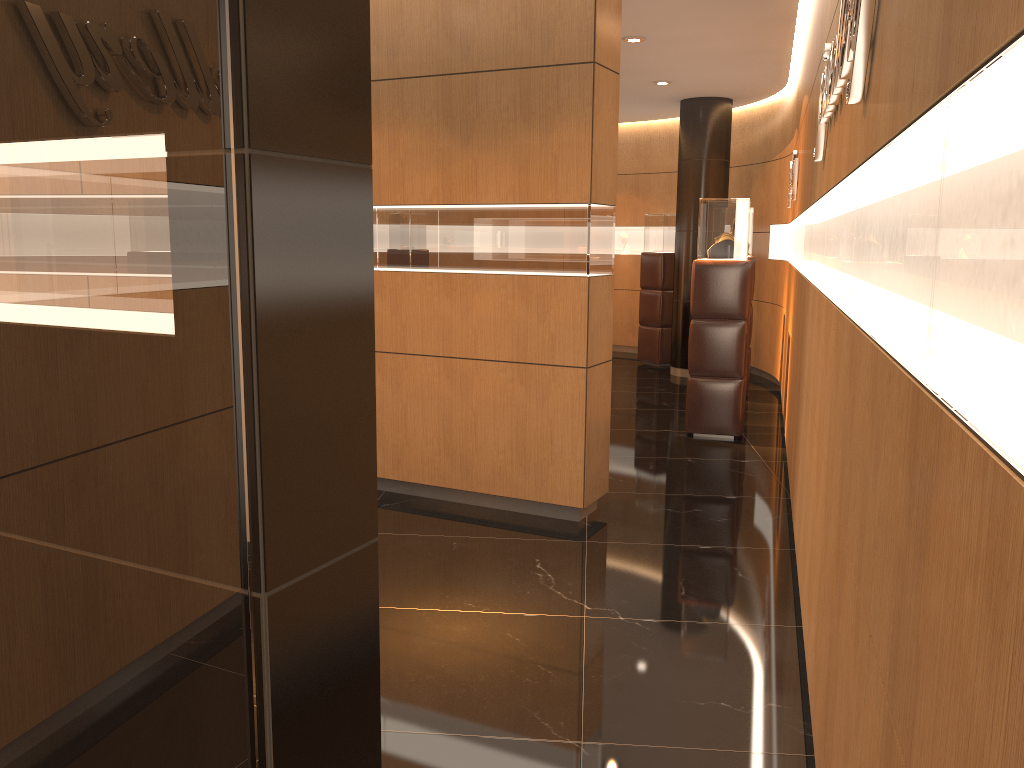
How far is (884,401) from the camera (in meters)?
1.63

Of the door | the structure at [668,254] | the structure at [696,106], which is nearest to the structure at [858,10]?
the door

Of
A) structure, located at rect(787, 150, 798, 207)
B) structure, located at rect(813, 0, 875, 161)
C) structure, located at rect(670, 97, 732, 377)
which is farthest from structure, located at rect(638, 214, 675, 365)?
structure, located at rect(813, 0, 875, 161)

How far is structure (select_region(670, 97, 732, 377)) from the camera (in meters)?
10.37

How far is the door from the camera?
1.2 meters

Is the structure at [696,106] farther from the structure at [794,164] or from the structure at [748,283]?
the structure at [748,283]

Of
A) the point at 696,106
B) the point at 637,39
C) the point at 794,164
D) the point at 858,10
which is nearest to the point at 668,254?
the point at 696,106

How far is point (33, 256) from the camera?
1.22m

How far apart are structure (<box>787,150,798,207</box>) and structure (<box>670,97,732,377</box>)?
1.61m

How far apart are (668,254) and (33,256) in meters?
10.8
